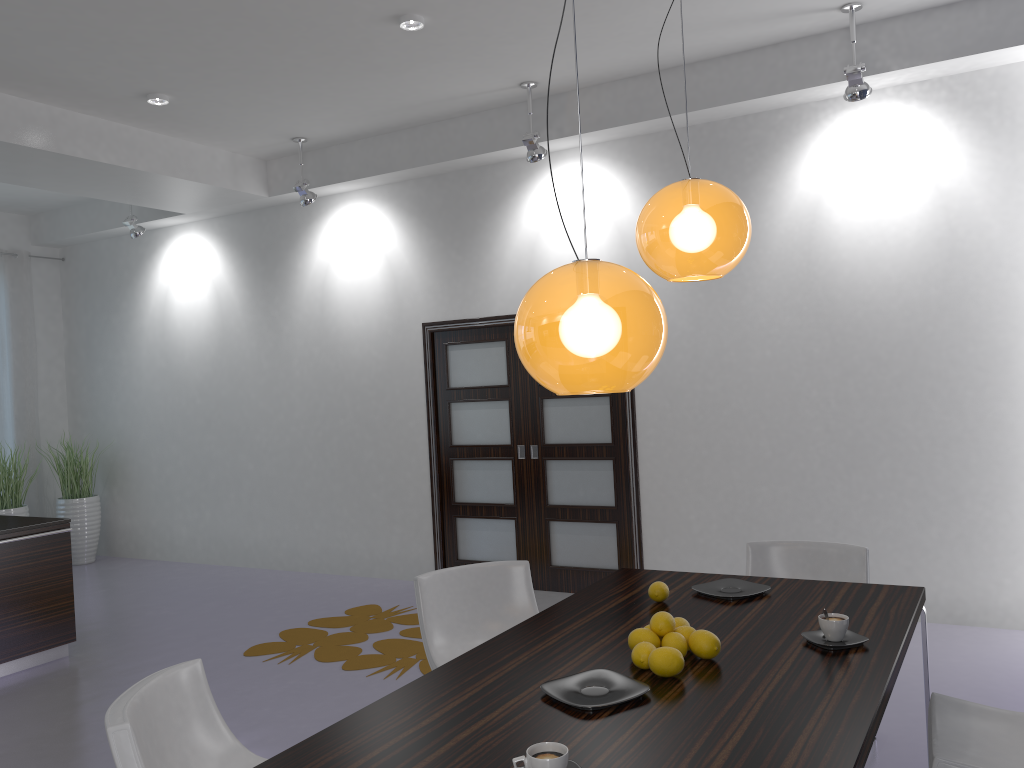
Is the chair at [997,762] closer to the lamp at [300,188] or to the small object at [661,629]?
the small object at [661,629]

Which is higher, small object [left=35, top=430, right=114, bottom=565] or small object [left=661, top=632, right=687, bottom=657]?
small object [left=661, top=632, right=687, bottom=657]

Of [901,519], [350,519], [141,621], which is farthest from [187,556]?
[901,519]

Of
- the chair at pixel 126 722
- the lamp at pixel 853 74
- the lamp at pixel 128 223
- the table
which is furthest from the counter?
the lamp at pixel 853 74

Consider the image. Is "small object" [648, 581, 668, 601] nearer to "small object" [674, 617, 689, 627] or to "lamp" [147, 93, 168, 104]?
"small object" [674, 617, 689, 627]

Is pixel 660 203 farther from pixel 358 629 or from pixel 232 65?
pixel 358 629

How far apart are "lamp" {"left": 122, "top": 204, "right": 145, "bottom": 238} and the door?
2.9 meters

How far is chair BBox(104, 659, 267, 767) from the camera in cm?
211

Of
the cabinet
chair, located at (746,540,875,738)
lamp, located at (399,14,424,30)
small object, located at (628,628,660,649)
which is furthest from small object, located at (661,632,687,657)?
the cabinet

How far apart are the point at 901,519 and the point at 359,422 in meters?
4.2
